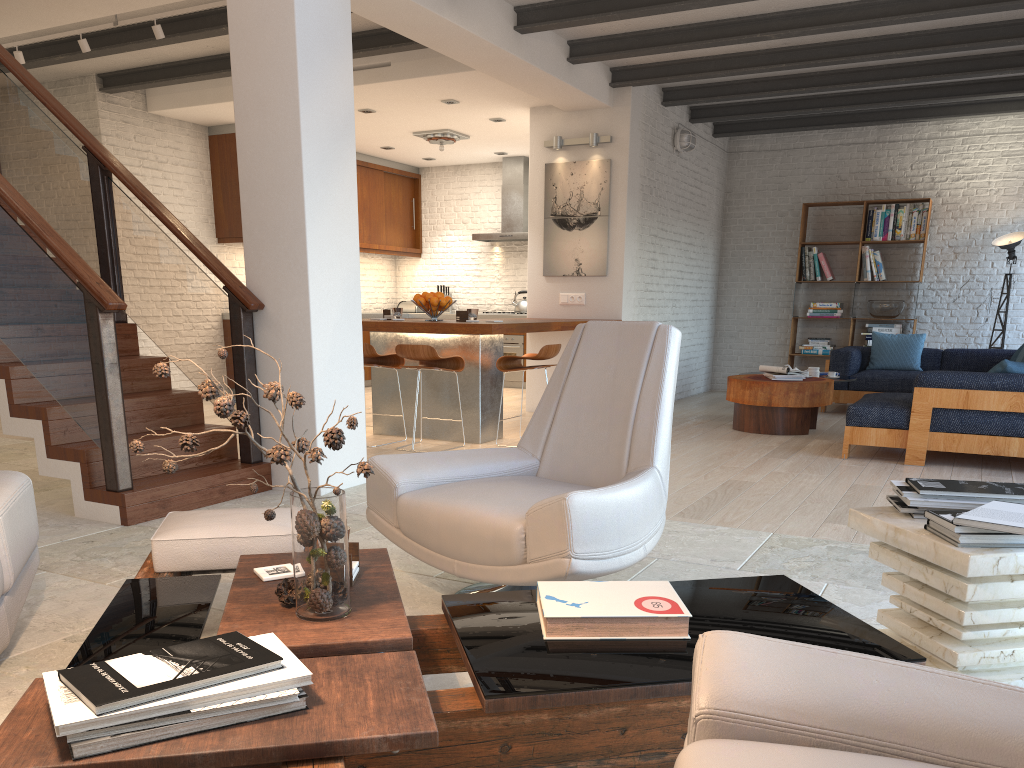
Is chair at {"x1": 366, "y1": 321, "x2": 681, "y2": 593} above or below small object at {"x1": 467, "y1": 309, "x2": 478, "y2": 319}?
below

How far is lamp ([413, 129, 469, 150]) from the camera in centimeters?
983cm

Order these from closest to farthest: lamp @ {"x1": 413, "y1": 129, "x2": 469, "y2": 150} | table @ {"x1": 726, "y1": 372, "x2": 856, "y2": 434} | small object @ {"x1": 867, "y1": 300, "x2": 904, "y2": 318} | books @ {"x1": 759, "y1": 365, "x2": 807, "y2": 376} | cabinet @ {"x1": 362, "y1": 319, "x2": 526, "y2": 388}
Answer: table @ {"x1": 726, "y1": 372, "x2": 856, "y2": 434}, books @ {"x1": 759, "y1": 365, "x2": 807, "y2": 376}, lamp @ {"x1": 413, "y1": 129, "x2": 469, "y2": 150}, small object @ {"x1": 867, "y1": 300, "x2": 904, "y2": 318}, cabinet @ {"x1": 362, "y1": 319, "x2": 526, "y2": 388}

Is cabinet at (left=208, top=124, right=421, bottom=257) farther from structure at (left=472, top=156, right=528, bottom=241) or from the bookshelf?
the bookshelf

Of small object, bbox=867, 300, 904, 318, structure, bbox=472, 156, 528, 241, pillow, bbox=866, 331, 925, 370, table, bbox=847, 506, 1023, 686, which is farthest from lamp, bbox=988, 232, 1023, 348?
table, bbox=847, 506, 1023, 686

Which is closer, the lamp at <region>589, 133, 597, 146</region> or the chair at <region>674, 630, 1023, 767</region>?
the chair at <region>674, 630, 1023, 767</region>

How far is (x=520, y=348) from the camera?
11.33m

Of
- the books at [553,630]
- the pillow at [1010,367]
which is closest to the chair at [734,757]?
the books at [553,630]

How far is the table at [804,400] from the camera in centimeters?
732cm

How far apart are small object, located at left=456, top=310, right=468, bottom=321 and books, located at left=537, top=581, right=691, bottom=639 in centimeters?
495cm
